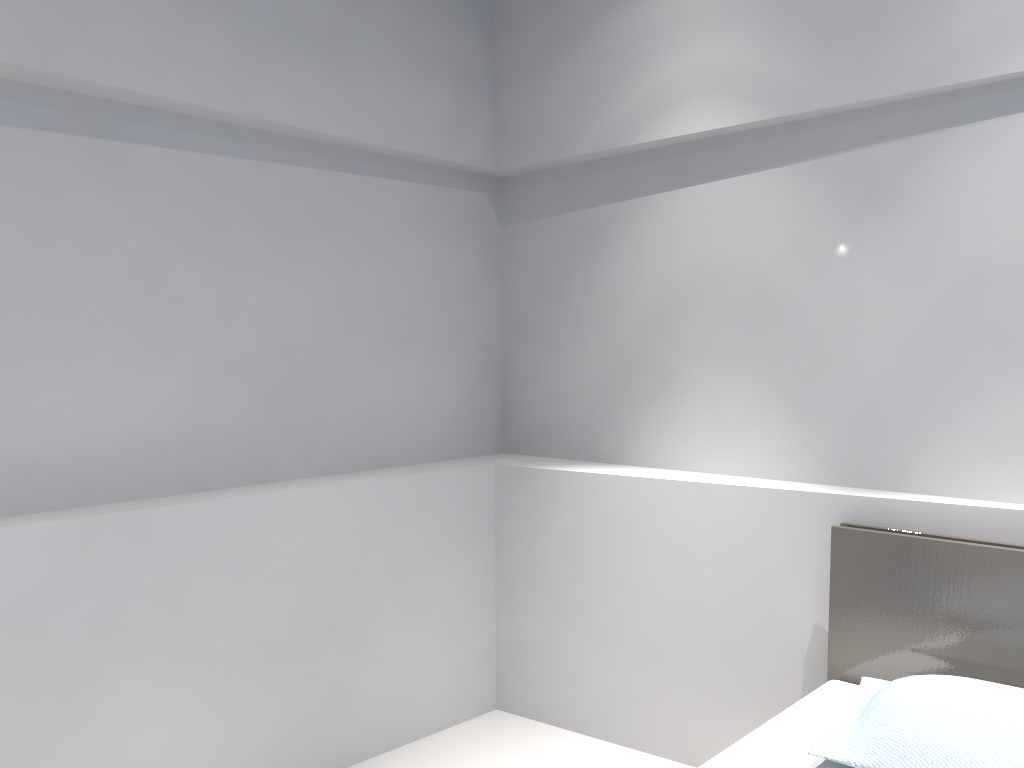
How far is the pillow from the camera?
1.72m

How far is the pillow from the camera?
1.72m

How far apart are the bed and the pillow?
0.04m

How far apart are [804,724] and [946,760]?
0.4 meters

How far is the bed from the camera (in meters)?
2.09

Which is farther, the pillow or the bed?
the bed

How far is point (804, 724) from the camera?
2.1 meters

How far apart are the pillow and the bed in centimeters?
4cm

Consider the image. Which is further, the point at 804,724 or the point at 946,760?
the point at 804,724
